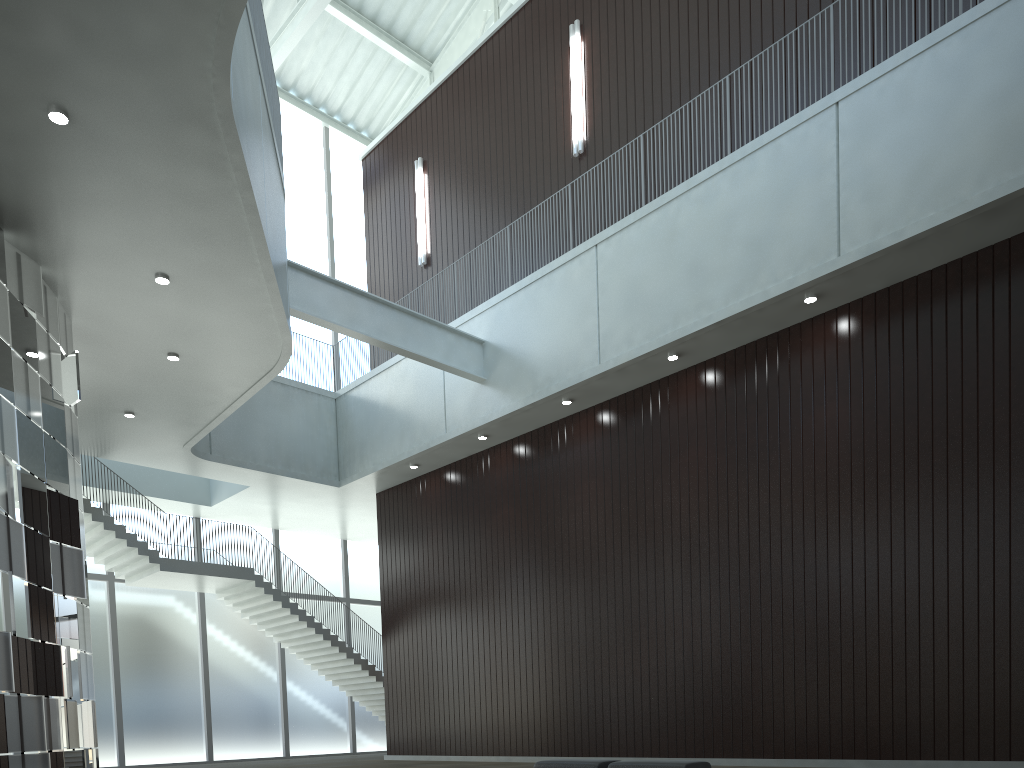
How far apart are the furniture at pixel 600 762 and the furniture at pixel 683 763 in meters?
1.1

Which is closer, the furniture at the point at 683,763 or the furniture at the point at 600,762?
the furniture at the point at 683,763

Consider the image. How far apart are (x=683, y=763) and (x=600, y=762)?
4.19m

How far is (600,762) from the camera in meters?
32.7 m

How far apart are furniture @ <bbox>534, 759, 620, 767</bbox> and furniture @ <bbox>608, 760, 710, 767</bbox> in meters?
1.1

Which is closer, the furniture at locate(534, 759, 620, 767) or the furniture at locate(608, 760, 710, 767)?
the furniture at locate(608, 760, 710, 767)

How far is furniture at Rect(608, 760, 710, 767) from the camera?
29.8 meters

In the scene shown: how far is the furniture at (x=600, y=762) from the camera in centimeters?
3266cm

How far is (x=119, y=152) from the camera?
32.4m
